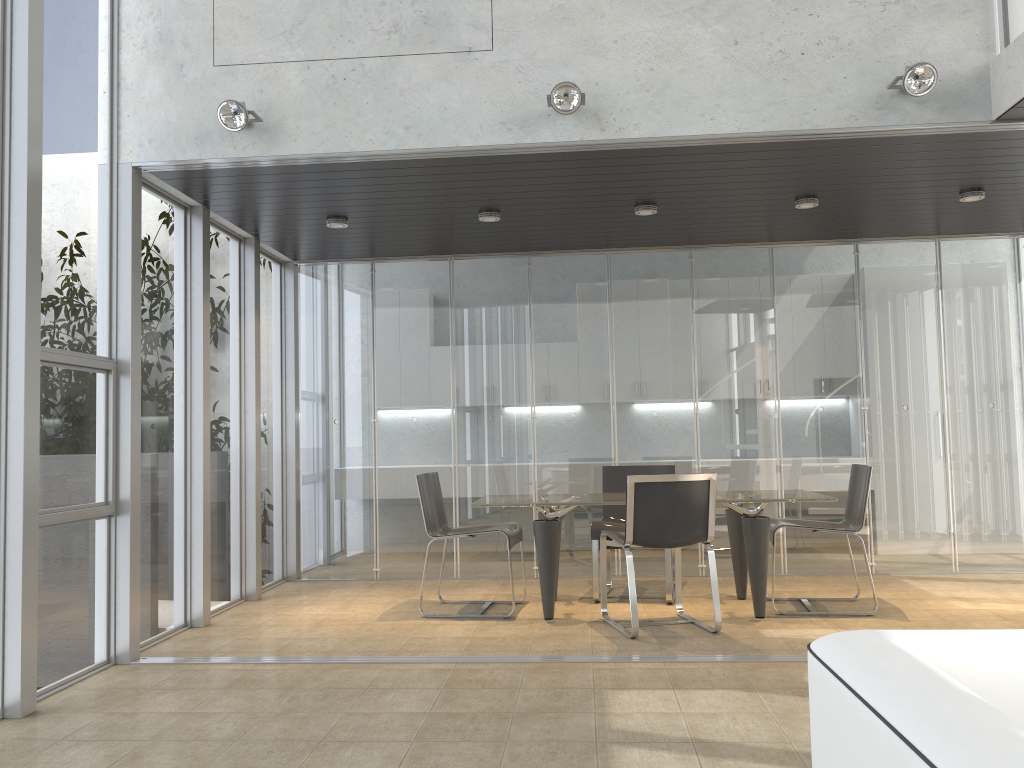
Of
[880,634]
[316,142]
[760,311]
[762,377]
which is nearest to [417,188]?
[316,142]

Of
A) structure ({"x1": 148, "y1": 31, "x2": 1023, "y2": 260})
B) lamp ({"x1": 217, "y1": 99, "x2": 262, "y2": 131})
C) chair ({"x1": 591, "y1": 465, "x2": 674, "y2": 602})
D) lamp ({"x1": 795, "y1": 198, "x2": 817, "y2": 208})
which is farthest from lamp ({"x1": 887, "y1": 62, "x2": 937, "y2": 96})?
lamp ({"x1": 217, "y1": 99, "x2": 262, "y2": 131})

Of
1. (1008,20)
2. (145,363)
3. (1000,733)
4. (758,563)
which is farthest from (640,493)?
(1000,733)

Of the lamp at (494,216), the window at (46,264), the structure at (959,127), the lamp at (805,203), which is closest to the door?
the structure at (959,127)

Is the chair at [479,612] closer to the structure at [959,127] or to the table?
the table

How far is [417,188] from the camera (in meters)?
5.46

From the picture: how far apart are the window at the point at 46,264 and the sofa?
3.57m

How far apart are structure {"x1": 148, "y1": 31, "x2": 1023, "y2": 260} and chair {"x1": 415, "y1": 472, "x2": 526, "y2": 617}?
3.6m

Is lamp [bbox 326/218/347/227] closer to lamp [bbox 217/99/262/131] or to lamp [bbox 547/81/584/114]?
lamp [bbox 217/99/262/131]

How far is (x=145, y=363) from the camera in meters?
5.2
